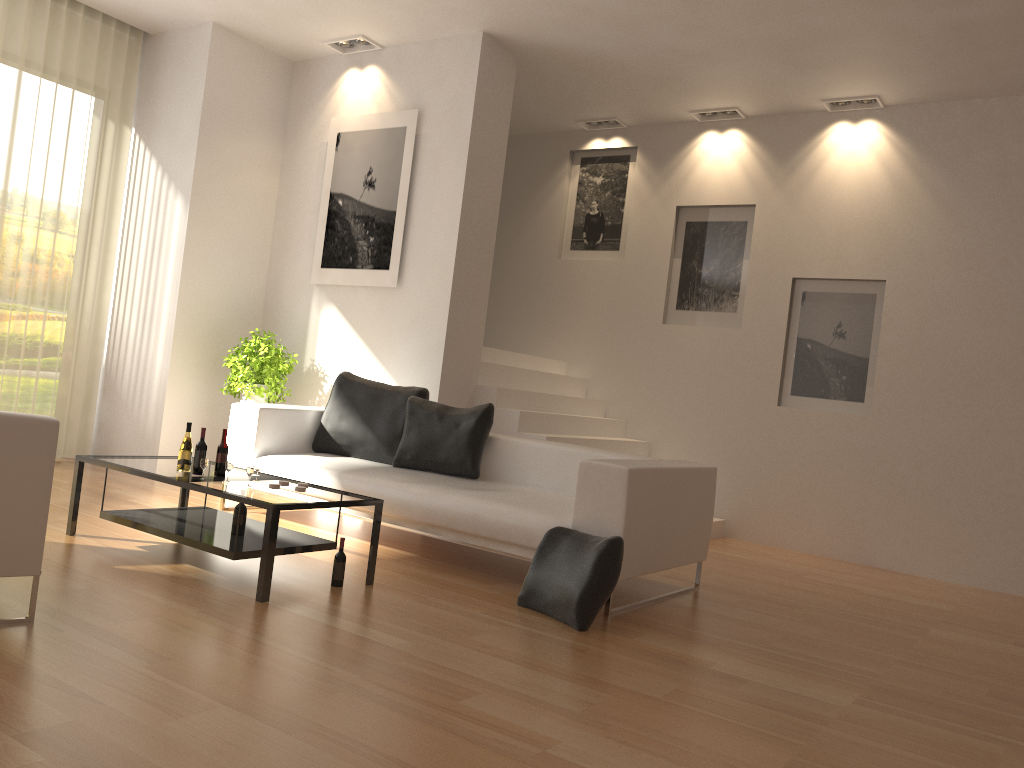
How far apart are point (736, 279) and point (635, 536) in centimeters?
415cm

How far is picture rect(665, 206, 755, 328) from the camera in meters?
8.0 m

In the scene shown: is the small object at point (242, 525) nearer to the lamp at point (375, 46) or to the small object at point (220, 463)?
the small object at point (220, 463)

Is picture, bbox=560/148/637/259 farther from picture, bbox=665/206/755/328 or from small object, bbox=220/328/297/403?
small object, bbox=220/328/297/403

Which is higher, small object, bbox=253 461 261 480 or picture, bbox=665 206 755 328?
picture, bbox=665 206 755 328

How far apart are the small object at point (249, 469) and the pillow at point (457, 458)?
1.7m

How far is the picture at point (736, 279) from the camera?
7.98m

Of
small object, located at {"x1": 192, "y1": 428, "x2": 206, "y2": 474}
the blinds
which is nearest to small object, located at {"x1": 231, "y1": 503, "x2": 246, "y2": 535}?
small object, located at {"x1": 192, "y1": 428, "x2": 206, "y2": 474}

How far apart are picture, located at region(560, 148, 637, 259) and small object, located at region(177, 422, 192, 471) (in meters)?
5.13

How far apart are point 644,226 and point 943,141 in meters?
2.6 m
